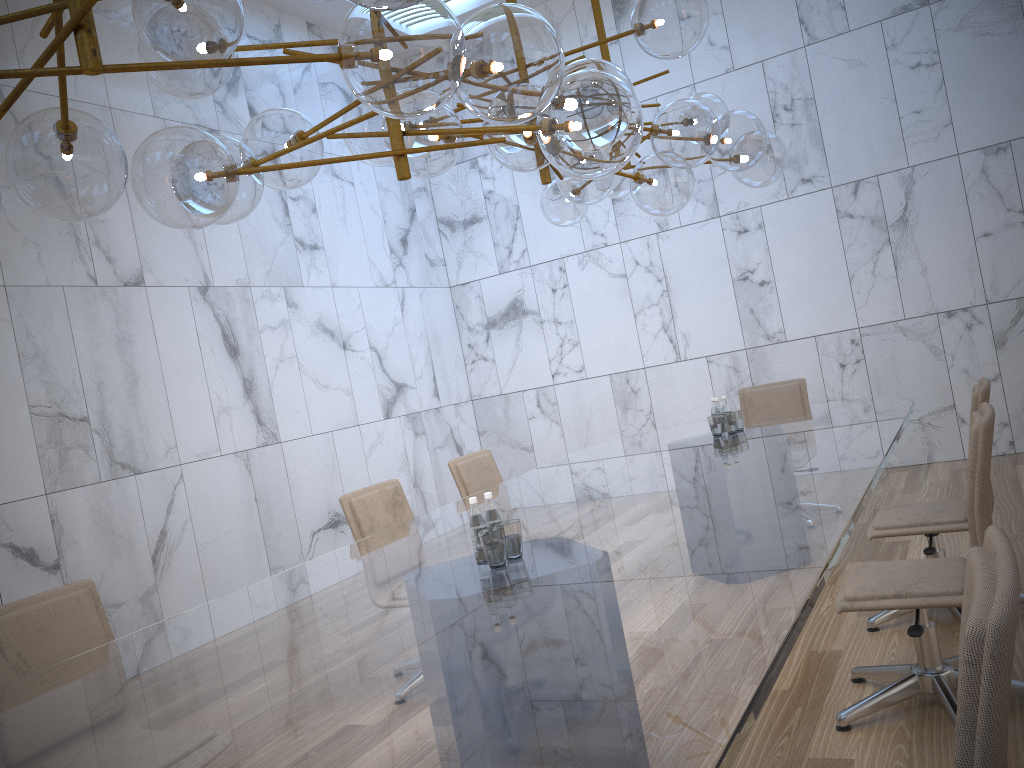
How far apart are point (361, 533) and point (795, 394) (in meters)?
3.61

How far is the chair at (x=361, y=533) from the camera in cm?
429

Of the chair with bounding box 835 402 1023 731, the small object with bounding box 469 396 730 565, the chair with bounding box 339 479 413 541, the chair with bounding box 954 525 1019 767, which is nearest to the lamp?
the small object with bounding box 469 396 730 565

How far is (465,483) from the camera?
5.2m

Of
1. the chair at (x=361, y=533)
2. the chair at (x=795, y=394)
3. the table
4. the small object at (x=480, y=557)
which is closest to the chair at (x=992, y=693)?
the table

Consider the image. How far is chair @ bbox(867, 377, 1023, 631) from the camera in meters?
3.7

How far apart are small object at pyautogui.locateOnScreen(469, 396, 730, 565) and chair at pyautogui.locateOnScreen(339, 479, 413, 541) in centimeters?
160cm

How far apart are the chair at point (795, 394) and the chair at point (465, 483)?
2.2 meters

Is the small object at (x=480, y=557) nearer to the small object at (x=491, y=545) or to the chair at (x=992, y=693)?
the small object at (x=491, y=545)

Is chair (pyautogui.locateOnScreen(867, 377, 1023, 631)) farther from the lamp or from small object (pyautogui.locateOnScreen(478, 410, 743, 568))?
the lamp
